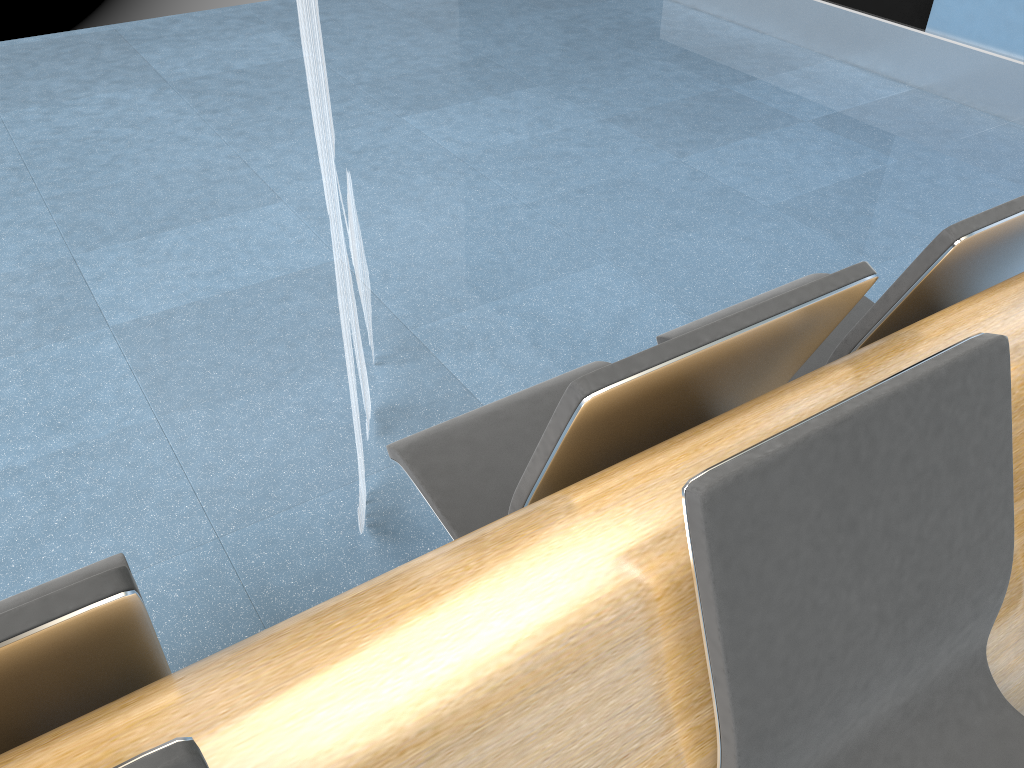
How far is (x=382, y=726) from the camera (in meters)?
0.79

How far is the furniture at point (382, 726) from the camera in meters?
0.8 m

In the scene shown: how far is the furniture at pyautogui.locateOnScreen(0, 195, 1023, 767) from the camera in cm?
79
